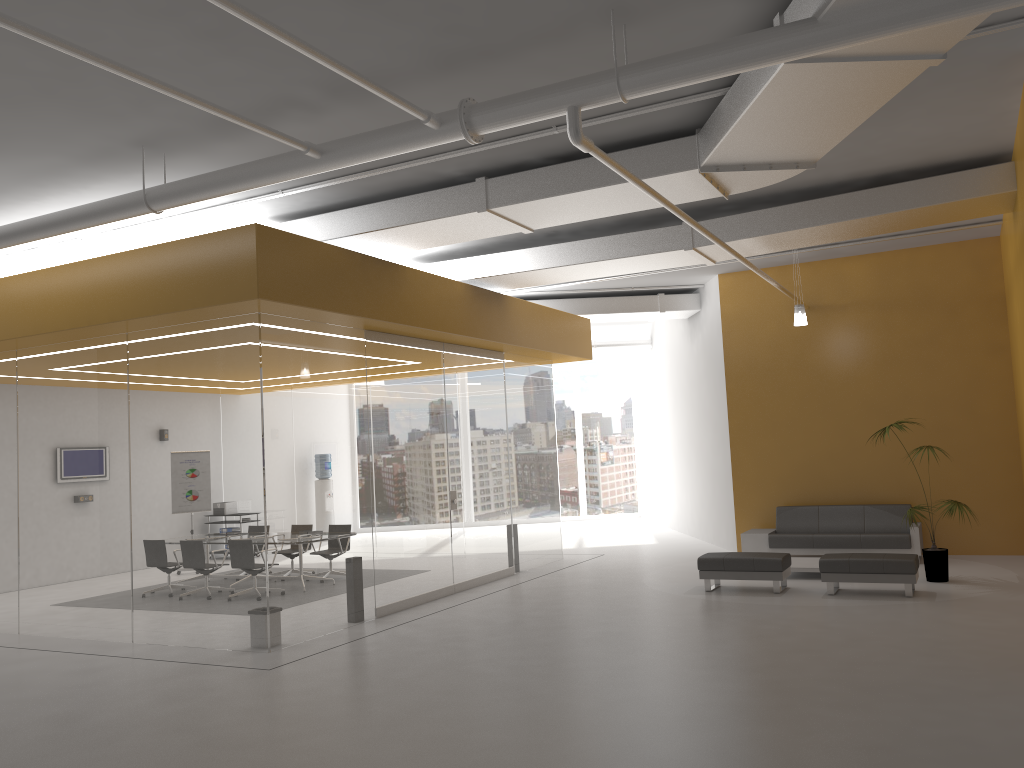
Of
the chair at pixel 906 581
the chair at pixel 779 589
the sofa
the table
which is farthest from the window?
the chair at pixel 906 581

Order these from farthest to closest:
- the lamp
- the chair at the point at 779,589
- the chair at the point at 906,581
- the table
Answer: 1. the lamp
2. the table
3. the chair at the point at 779,589
4. the chair at the point at 906,581

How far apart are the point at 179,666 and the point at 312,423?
2.6 meters

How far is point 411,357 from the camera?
11.1m

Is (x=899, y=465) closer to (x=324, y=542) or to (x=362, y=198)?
(x=324, y=542)

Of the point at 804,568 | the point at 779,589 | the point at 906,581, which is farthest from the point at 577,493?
the point at 906,581

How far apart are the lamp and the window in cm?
1070

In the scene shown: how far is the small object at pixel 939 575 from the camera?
10.4 meters

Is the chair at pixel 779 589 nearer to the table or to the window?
the table

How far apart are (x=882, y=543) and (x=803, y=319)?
3.30m
